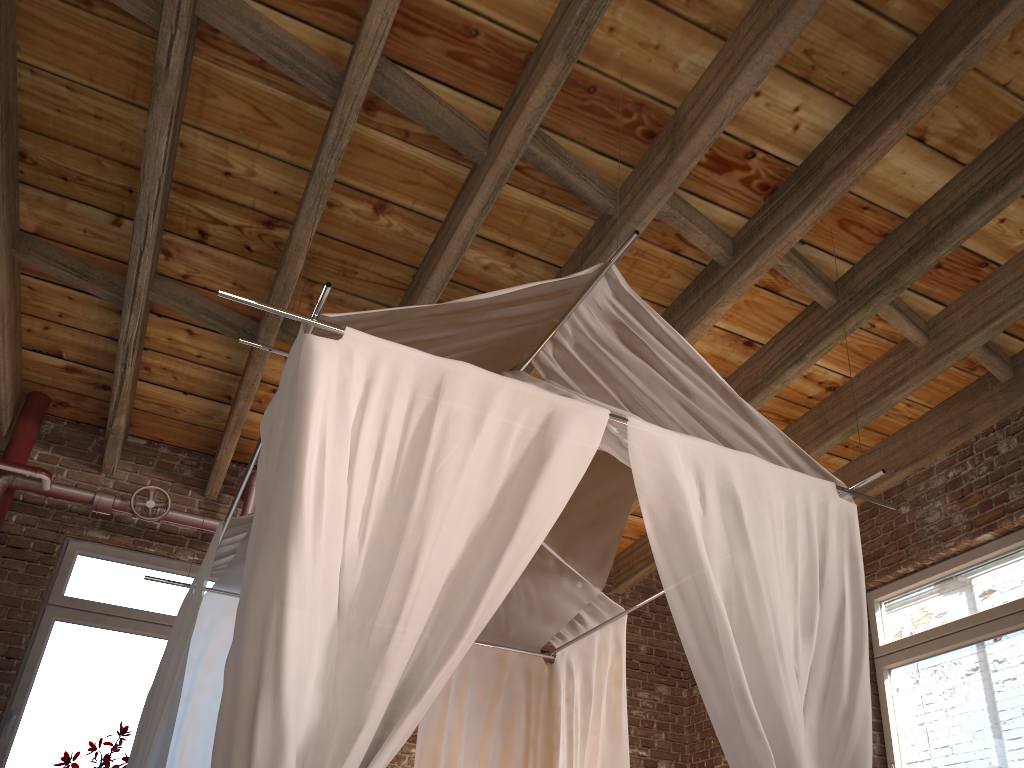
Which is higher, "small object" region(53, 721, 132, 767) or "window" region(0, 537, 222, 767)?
"window" region(0, 537, 222, 767)

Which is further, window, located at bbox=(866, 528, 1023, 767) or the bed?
window, located at bbox=(866, 528, 1023, 767)

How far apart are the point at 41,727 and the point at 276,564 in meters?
3.7

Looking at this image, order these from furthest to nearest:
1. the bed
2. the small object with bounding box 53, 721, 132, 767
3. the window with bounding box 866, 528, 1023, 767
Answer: the small object with bounding box 53, 721, 132, 767
the window with bounding box 866, 528, 1023, 767
the bed

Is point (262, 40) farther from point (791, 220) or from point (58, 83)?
point (791, 220)

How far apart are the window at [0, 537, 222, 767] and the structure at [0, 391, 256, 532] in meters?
0.4

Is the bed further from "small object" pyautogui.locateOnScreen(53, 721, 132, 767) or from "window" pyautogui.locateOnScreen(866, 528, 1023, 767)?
"window" pyautogui.locateOnScreen(866, 528, 1023, 767)

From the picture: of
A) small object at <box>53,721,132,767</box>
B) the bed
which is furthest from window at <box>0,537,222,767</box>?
the bed

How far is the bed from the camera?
1.9 meters

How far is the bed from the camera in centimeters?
193cm
